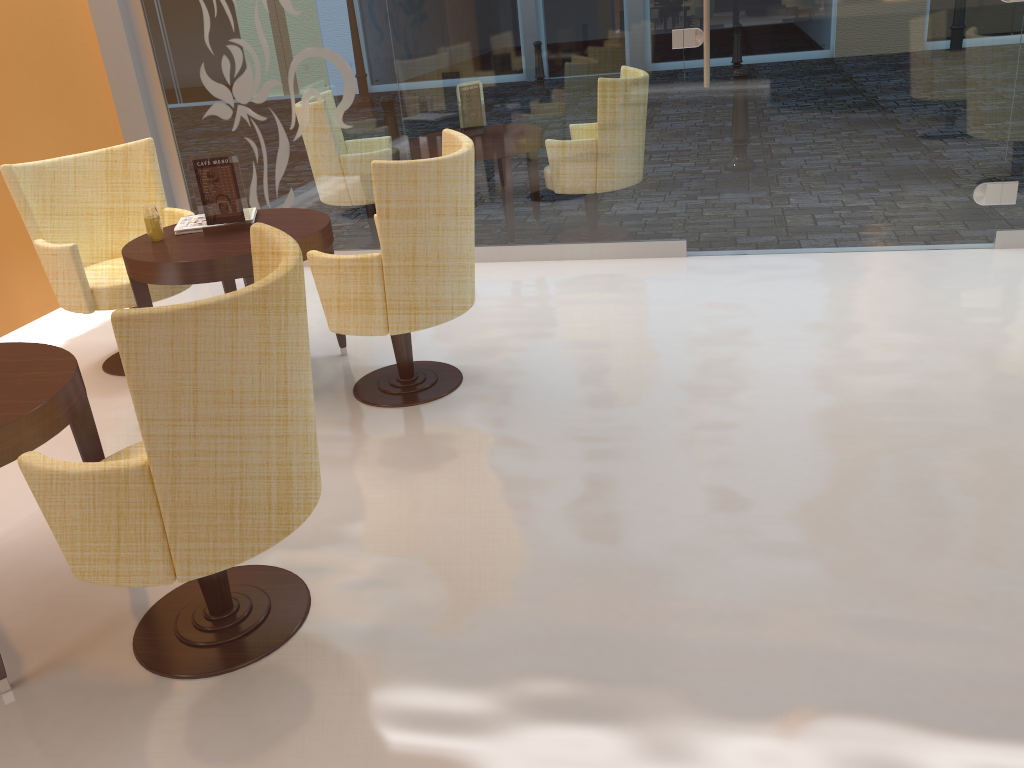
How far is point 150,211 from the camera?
3.73m

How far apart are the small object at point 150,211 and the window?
1.9 meters

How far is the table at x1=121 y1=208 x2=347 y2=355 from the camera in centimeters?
344cm

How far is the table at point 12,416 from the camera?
2.2 meters

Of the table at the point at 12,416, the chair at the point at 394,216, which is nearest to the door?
the chair at the point at 394,216

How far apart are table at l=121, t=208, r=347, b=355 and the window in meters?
1.4

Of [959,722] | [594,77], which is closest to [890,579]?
[959,722]

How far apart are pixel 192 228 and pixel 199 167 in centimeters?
29cm

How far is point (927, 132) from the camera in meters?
4.7

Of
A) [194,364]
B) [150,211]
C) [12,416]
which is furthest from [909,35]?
[12,416]
